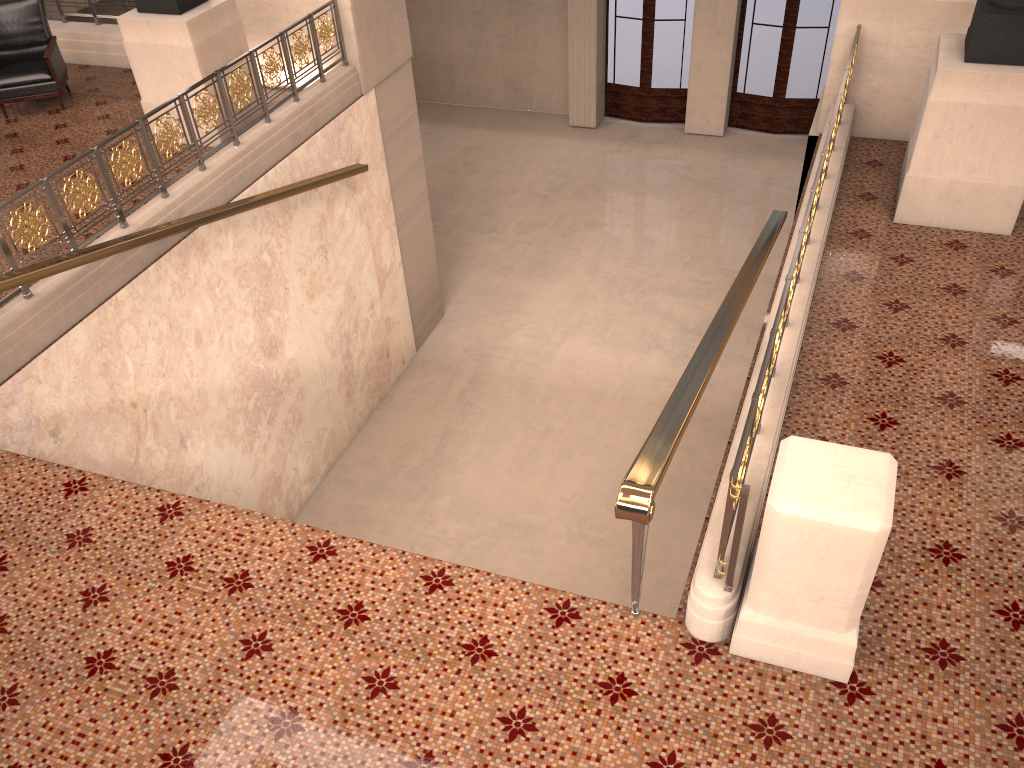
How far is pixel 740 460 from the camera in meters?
3.1 m

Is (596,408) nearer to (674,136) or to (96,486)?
(96,486)

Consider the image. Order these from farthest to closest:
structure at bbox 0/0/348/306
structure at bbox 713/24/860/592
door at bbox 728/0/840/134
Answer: door at bbox 728/0/840/134 < structure at bbox 0/0/348/306 < structure at bbox 713/24/860/592

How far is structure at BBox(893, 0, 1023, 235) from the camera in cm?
521

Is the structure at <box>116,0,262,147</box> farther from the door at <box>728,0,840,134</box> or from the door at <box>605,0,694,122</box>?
the door at <box>728,0,840,134</box>

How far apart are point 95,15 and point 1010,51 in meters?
8.6 m

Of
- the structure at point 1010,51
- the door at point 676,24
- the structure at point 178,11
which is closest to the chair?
the structure at point 178,11

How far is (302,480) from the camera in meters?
8.3

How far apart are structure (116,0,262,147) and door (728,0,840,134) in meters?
8.8 m

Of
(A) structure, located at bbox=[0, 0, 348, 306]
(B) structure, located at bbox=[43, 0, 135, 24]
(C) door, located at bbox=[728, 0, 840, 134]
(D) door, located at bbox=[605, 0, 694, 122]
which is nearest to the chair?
(B) structure, located at bbox=[43, 0, 135, 24]
